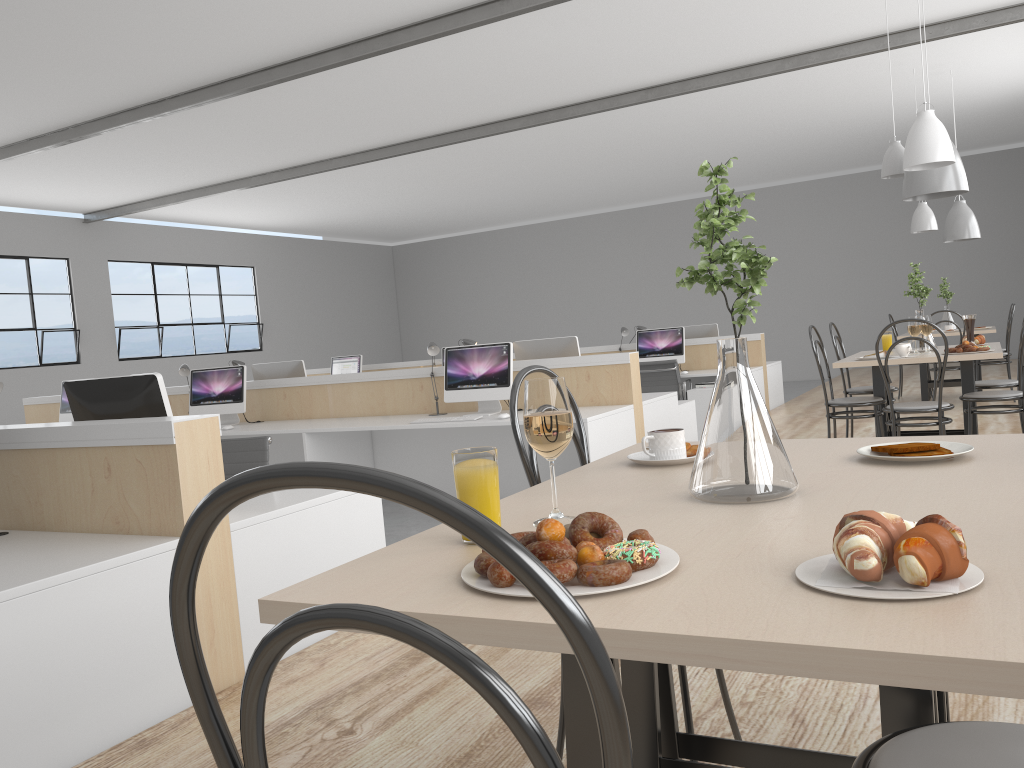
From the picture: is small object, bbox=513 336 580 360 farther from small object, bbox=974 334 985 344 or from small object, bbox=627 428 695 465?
small object, bbox=627 428 695 465

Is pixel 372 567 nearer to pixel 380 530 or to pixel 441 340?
pixel 380 530

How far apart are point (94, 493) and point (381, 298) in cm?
1250

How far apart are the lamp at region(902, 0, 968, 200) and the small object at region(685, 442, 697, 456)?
2.9 meters

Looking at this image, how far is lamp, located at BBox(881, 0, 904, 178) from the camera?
4.03m

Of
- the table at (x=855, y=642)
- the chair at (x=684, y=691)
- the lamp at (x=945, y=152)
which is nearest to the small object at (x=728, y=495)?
the table at (x=855, y=642)

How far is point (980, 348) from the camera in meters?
3.6

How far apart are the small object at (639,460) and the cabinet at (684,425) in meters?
3.8

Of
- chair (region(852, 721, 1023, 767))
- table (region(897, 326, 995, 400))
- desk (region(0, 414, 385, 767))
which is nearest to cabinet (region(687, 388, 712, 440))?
table (region(897, 326, 995, 400))

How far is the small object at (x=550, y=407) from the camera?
1.0m
